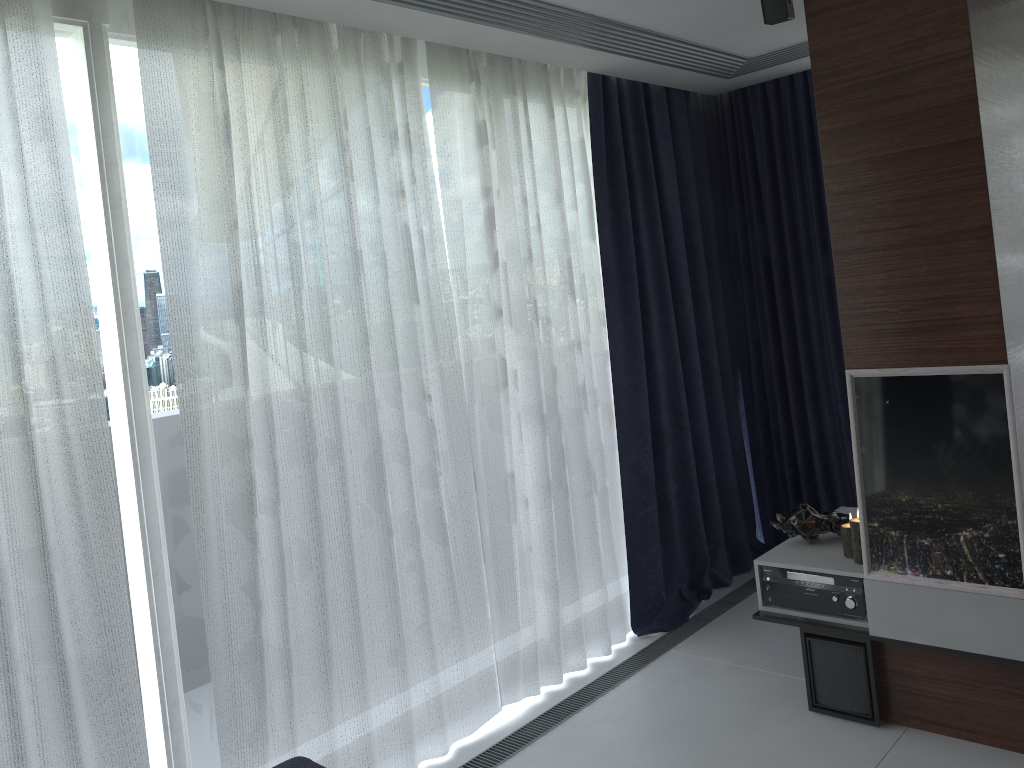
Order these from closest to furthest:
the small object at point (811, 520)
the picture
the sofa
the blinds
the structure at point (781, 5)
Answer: the sofa < the blinds < the picture < the structure at point (781, 5) < the small object at point (811, 520)

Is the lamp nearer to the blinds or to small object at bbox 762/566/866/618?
small object at bbox 762/566/866/618

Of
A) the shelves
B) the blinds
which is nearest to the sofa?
the blinds

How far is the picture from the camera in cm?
270

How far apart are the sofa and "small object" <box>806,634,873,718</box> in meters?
1.8 m

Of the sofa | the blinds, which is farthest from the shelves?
the sofa

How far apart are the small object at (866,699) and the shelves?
0.0 meters

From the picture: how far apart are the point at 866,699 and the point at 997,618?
0.6 meters

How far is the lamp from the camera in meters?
3.2 m

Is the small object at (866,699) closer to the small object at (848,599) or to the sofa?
the small object at (848,599)
